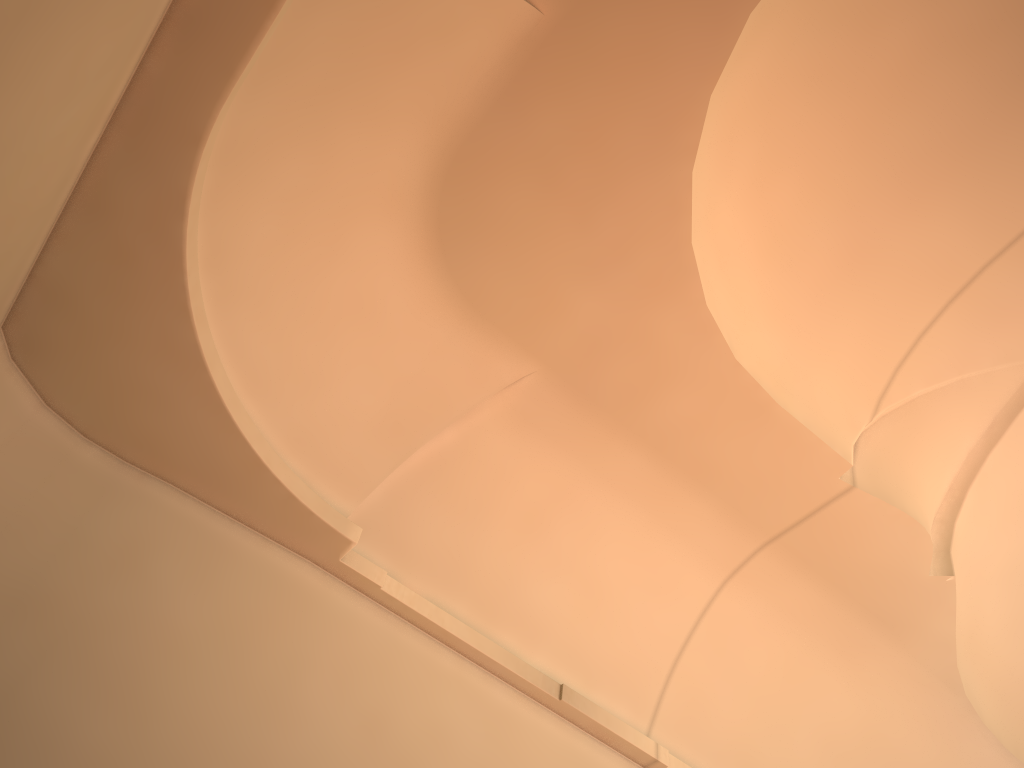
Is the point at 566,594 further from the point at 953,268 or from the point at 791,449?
the point at 953,268
